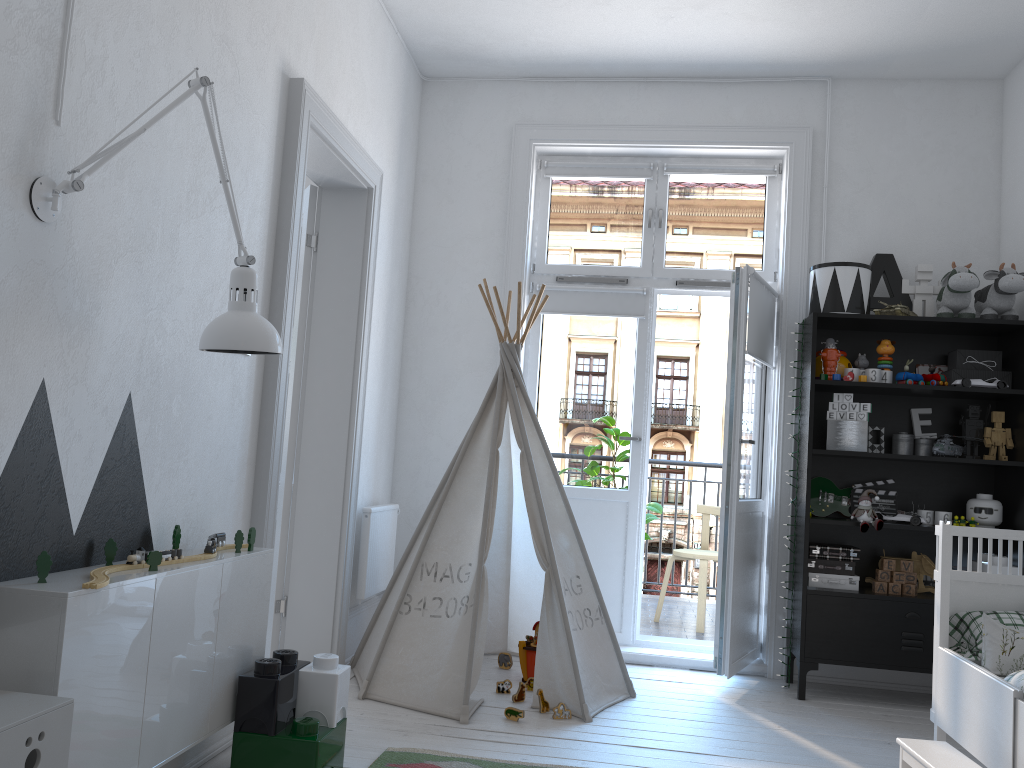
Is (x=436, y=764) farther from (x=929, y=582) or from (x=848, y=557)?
(x=929, y=582)

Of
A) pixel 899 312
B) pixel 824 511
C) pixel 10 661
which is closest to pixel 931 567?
pixel 824 511

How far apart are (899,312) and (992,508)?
0.9m

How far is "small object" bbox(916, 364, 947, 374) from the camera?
4.1m

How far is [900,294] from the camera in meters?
4.1 m

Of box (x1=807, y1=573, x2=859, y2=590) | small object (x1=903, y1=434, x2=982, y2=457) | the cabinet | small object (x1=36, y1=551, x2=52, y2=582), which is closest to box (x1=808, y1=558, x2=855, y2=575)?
box (x1=807, y1=573, x2=859, y2=590)

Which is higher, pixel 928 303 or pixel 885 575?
pixel 928 303

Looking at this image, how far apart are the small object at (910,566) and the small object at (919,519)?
0.2m

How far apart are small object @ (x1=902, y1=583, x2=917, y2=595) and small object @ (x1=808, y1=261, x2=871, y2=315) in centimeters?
122cm

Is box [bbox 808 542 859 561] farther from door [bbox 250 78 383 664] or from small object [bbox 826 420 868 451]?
door [bbox 250 78 383 664]
